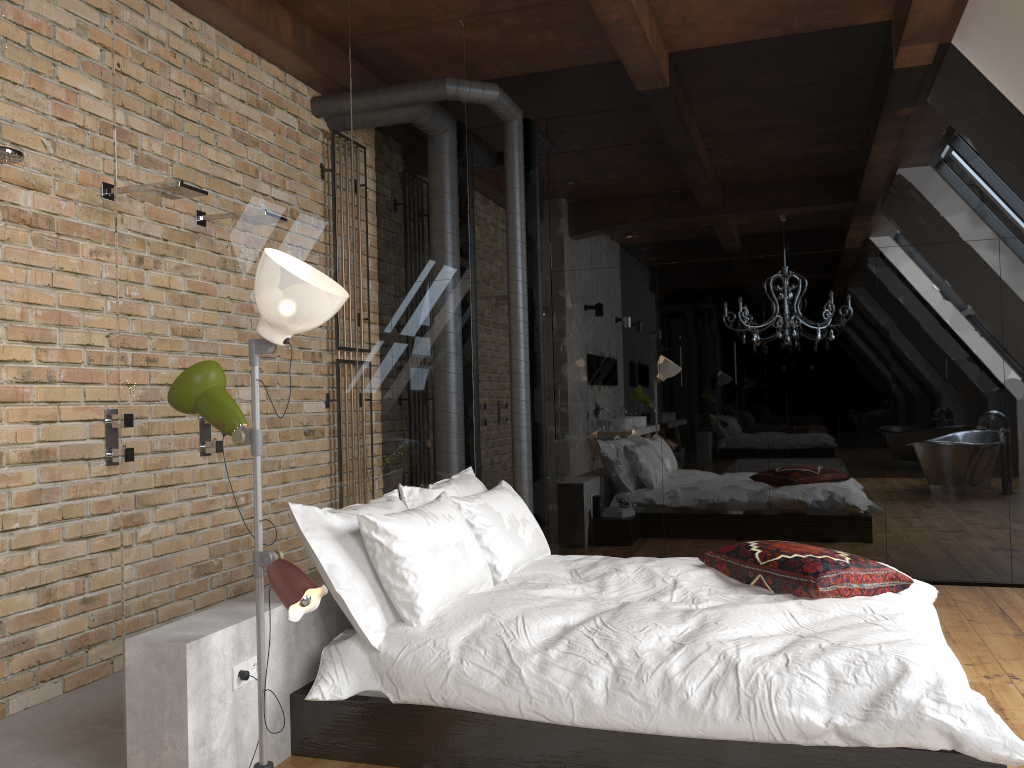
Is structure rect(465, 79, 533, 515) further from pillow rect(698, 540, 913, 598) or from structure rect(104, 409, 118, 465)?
structure rect(104, 409, 118, 465)

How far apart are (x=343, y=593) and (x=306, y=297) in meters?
1.0

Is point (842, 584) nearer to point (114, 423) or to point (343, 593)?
point (343, 593)

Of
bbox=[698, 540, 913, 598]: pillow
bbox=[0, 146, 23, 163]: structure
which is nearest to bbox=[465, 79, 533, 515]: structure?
bbox=[698, 540, 913, 598]: pillow

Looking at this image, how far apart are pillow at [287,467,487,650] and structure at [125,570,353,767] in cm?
16

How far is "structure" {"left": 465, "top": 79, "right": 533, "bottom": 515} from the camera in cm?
551

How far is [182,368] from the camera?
2.8 meters

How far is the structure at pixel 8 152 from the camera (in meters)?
3.08

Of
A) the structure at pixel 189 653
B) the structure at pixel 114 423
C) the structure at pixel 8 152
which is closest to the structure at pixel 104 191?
the structure at pixel 8 152

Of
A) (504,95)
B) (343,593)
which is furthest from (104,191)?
(504,95)
